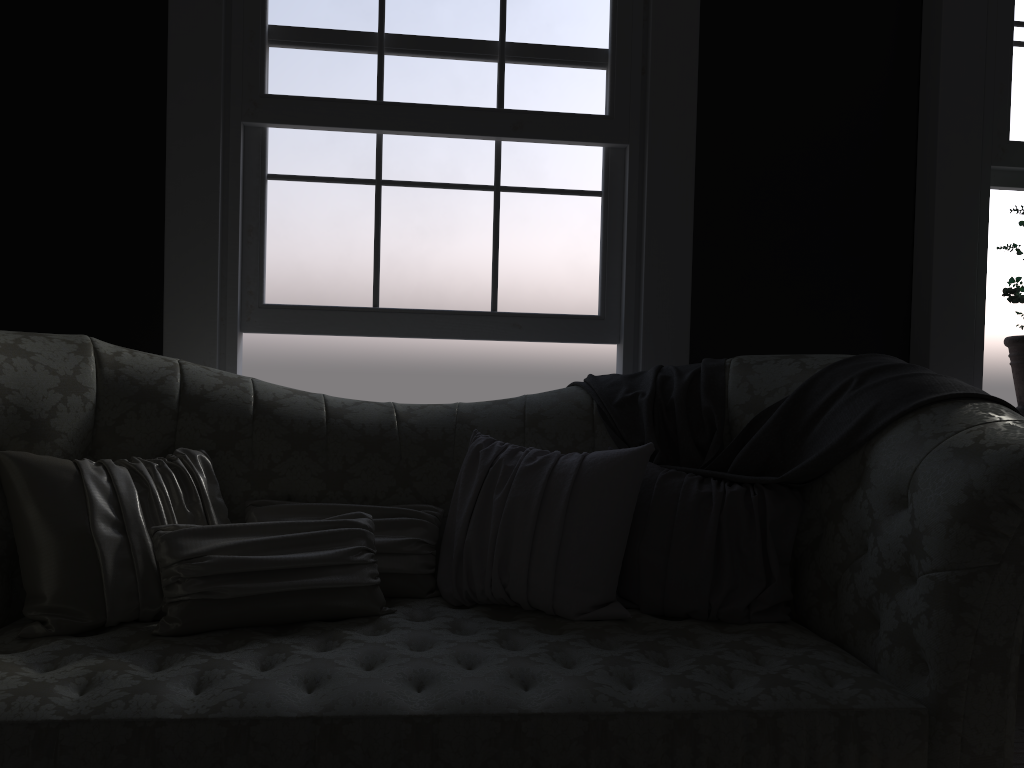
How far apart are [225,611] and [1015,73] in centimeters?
341cm

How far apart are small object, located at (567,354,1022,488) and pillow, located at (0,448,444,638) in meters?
0.6 m

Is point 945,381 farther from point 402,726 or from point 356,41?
point 356,41

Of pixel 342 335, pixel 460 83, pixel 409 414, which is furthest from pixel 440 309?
pixel 460 83

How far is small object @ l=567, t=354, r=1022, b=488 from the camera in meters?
2.2

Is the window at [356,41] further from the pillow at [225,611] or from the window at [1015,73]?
the window at [1015,73]

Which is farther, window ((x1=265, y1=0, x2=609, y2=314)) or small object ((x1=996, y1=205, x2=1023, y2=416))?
small object ((x1=996, y1=205, x2=1023, y2=416))

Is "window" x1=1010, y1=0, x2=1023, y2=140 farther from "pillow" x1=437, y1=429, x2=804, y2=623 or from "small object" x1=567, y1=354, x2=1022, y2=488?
"pillow" x1=437, y1=429, x2=804, y2=623

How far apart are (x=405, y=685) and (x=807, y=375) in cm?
138

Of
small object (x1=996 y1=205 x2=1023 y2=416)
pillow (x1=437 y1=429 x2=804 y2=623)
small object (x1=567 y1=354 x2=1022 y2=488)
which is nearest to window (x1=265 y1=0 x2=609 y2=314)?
small object (x1=567 y1=354 x2=1022 y2=488)
